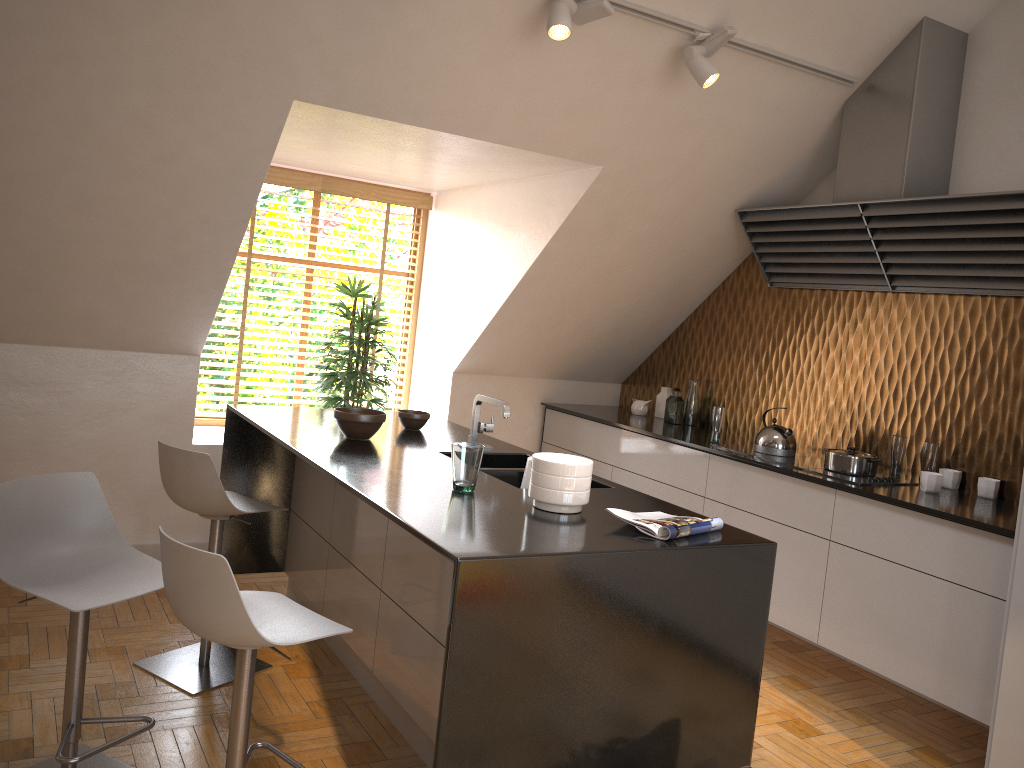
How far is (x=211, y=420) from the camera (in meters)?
5.24

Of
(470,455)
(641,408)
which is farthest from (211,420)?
(470,455)

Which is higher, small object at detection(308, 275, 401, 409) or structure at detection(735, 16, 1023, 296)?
structure at detection(735, 16, 1023, 296)

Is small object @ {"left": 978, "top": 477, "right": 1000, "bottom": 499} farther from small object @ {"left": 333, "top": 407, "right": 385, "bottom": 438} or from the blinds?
the blinds

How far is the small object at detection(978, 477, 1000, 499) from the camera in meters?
3.6 m

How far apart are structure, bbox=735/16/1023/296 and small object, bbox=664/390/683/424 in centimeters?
86cm

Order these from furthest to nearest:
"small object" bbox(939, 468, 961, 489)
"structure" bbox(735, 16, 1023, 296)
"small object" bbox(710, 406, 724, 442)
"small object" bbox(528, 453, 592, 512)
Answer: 1. "small object" bbox(710, 406, 724, 442)
2. "small object" bbox(939, 468, 961, 489)
3. "structure" bbox(735, 16, 1023, 296)
4. "small object" bbox(528, 453, 592, 512)

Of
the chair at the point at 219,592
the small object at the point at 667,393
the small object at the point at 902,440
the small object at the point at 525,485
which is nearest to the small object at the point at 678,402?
the small object at the point at 667,393

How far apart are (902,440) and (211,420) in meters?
3.8

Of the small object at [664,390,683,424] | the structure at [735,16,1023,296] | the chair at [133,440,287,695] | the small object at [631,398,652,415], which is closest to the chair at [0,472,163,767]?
the chair at [133,440,287,695]
